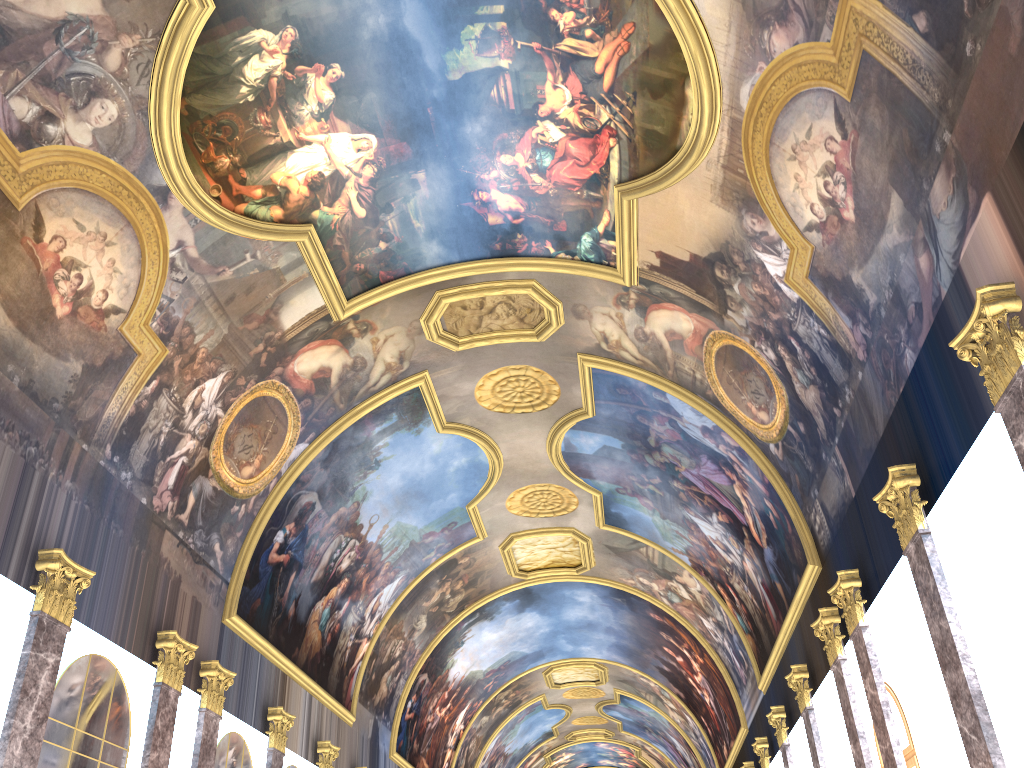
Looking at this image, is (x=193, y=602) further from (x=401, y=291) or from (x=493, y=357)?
(x=493, y=357)
